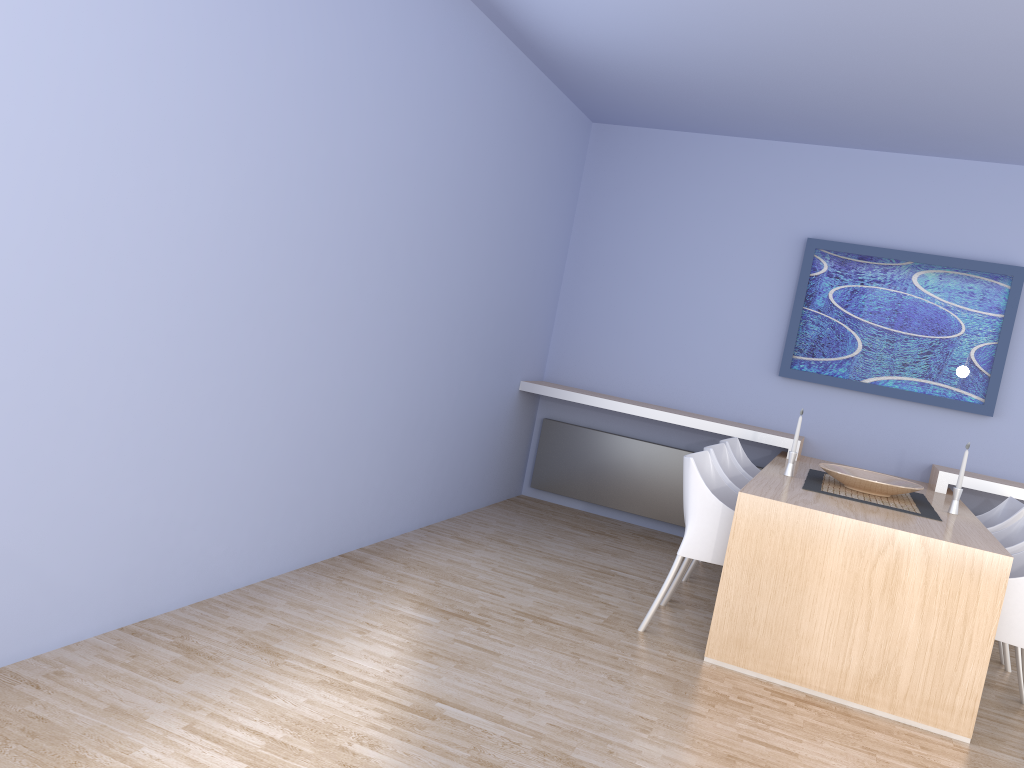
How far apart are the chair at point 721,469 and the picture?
1.2 meters

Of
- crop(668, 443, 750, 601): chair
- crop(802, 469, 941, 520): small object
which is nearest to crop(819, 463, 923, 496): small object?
crop(802, 469, 941, 520): small object

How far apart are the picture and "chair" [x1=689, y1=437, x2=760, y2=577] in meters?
0.7

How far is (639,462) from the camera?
6.0 meters

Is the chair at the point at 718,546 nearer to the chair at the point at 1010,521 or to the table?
the table

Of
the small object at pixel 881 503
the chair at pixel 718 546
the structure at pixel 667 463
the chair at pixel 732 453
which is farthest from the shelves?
the chair at pixel 718 546

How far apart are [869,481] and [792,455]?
0.39m

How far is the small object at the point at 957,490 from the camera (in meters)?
4.17

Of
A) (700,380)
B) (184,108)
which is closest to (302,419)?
(184,108)

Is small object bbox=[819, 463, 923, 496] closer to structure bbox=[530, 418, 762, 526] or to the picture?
the picture
